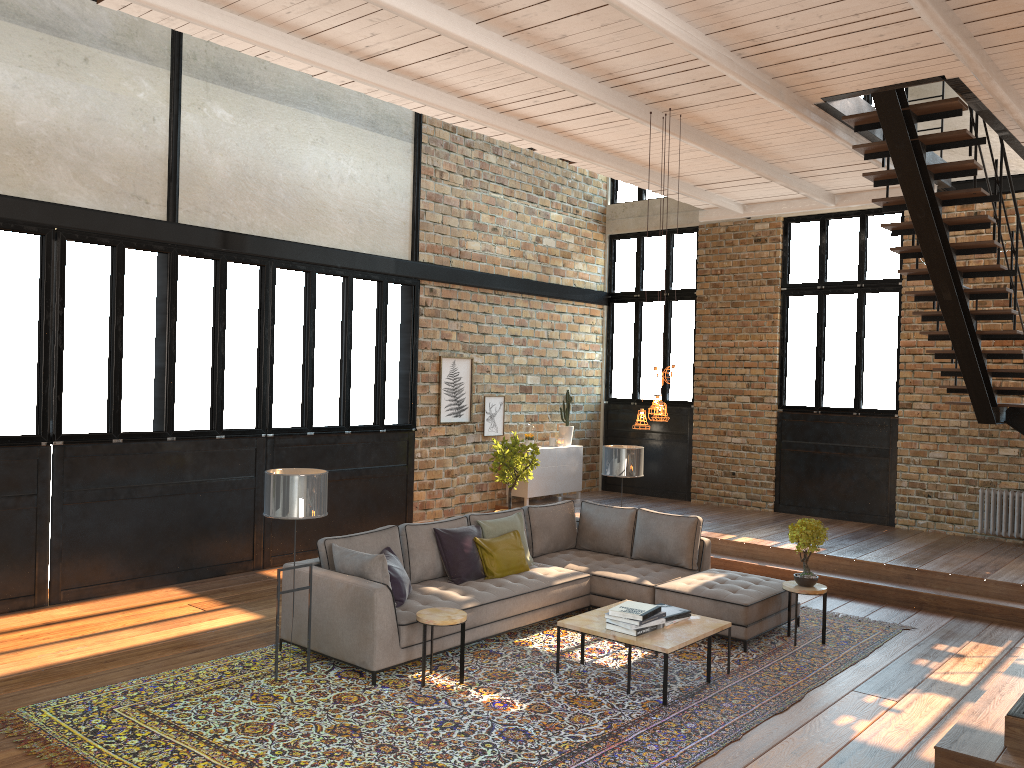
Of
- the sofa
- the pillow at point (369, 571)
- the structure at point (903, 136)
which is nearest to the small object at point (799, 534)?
the sofa

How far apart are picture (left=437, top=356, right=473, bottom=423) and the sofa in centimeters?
338cm

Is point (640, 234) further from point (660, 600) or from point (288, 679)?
point (288, 679)

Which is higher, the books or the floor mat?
the books

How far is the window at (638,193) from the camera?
13.9m

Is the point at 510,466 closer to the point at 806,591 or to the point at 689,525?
the point at 689,525

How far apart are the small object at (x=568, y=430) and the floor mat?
5.5m

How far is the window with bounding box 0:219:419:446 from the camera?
7.70m

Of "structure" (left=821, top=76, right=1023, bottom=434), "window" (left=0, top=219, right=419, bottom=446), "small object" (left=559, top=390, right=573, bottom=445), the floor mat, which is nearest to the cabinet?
"small object" (left=559, top=390, right=573, bottom=445)

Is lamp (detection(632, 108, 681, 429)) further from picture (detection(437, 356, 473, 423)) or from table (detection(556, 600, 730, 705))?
picture (detection(437, 356, 473, 423))
